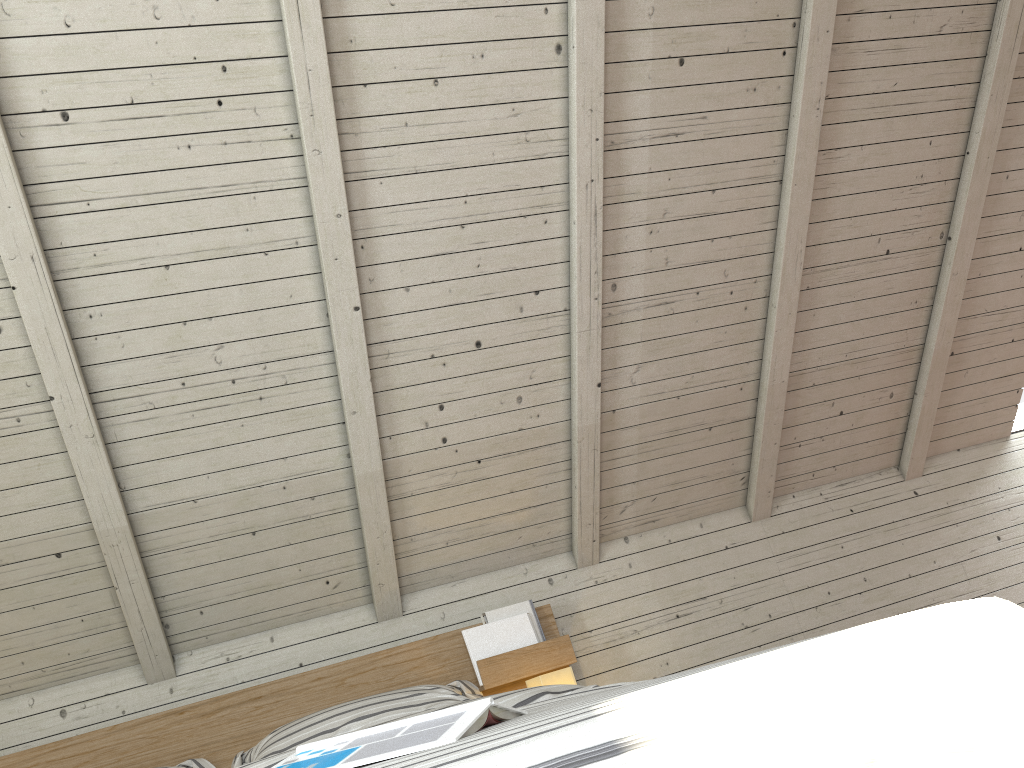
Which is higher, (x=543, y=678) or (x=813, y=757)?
(x=543, y=678)

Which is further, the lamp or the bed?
the lamp

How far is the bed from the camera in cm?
52

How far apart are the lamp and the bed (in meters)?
0.09

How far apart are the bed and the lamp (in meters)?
0.09

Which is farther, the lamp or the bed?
the lamp

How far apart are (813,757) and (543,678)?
1.6 meters

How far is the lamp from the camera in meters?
2.1

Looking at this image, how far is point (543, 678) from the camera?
2.1m
